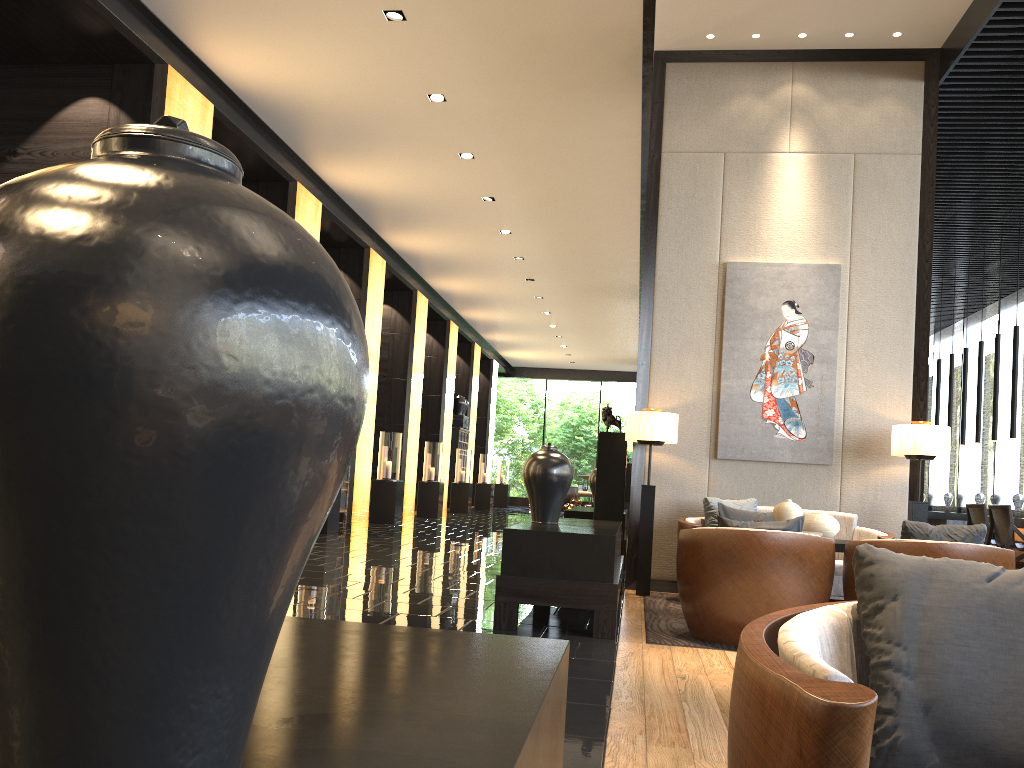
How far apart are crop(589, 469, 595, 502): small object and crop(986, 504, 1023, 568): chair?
3.72m

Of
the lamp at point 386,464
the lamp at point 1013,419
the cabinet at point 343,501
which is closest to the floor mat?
the lamp at point 1013,419

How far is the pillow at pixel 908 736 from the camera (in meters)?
1.25

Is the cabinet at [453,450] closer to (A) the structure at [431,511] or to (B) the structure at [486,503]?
(B) the structure at [486,503]

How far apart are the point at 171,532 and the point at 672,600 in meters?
5.9

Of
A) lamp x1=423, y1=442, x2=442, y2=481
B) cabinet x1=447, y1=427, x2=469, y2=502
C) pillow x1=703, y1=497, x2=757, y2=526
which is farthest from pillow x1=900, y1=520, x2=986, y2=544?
cabinet x1=447, y1=427, x2=469, y2=502

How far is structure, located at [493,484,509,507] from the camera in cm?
2485

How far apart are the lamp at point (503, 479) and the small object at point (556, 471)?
19.7m

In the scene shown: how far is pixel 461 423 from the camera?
20.77m

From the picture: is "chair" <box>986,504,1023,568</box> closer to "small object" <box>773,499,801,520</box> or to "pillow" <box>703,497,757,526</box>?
"pillow" <box>703,497,757,526</box>
